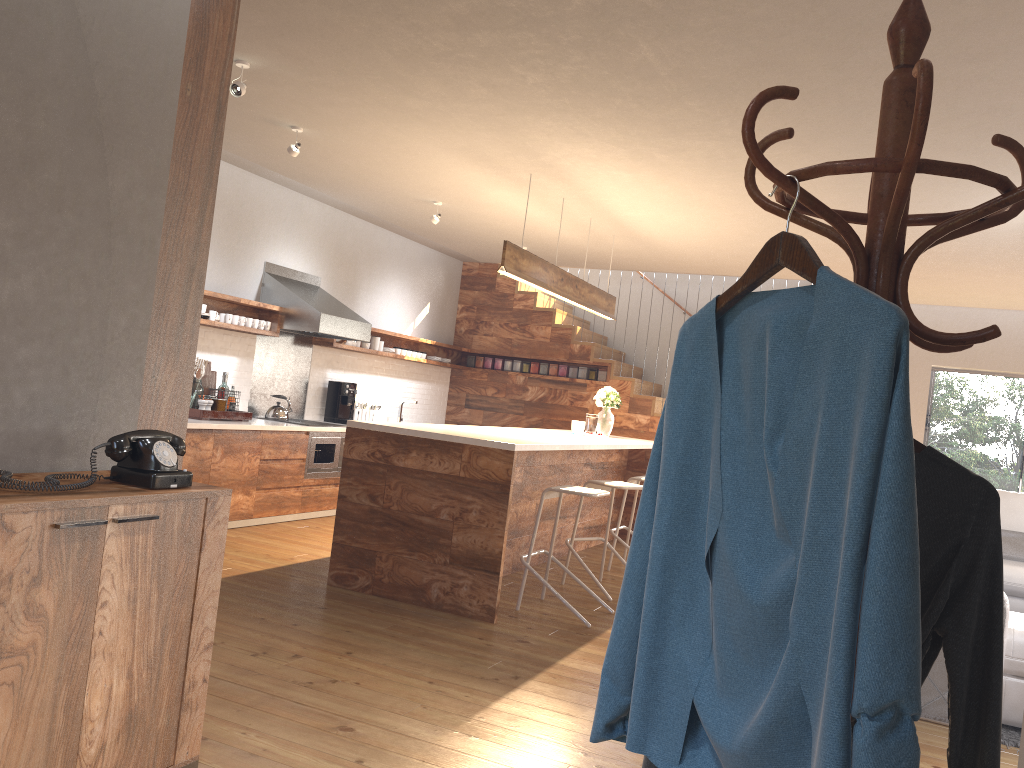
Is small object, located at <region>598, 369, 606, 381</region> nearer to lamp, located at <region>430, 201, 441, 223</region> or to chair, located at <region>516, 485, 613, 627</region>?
lamp, located at <region>430, 201, 441, 223</region>

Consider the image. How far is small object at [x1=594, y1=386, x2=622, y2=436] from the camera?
7.85m

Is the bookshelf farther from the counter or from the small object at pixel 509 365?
the small object at pixel 509 365

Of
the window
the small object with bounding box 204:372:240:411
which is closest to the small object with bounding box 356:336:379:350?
the small object with bounding box 204:372:240:411

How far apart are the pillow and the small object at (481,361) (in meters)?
5.89

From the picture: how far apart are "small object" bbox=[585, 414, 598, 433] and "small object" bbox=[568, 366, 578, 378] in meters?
2.6

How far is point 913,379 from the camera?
9.9m

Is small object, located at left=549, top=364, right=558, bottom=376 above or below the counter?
above

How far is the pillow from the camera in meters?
6.6

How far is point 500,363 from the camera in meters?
10.6 m
